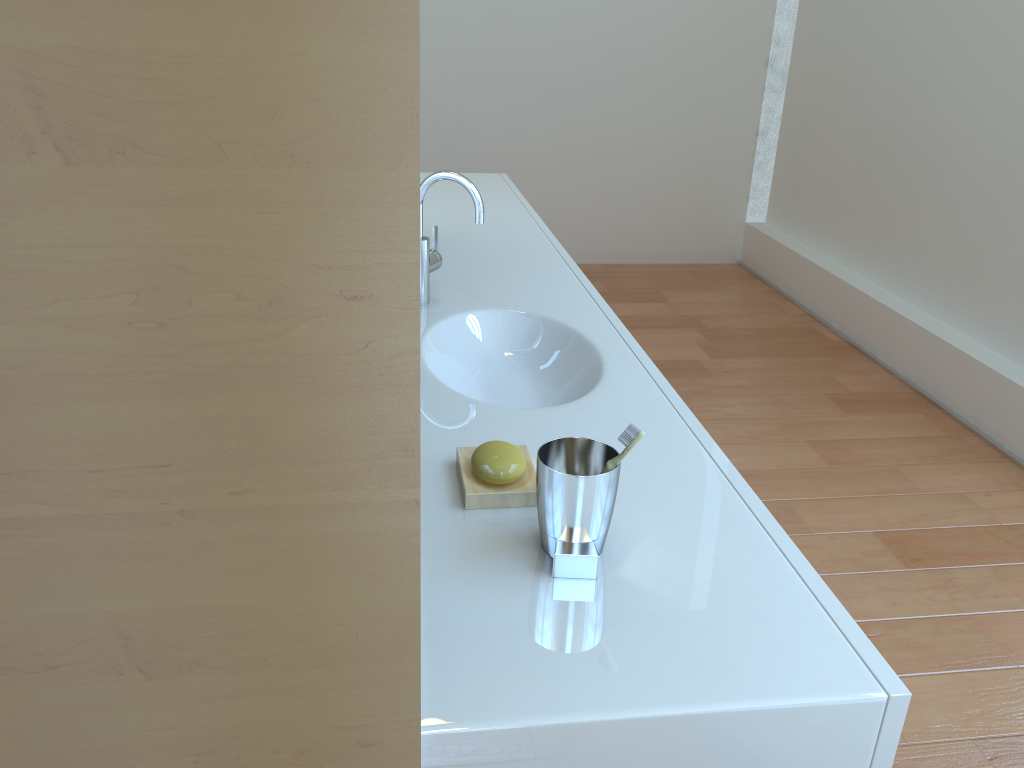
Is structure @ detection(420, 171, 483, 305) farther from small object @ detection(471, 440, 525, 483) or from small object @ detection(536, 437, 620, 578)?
small object @ detection(536, 437, 620, 578)

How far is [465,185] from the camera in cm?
165

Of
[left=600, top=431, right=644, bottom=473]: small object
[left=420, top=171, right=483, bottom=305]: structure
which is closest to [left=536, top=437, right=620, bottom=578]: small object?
[left=600, top=431, right=644, bottom=473]: small object

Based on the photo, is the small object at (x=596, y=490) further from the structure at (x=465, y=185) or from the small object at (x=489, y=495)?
the structure at (x=465, y=185)

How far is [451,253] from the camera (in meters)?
2.15

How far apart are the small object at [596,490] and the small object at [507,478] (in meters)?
0.09

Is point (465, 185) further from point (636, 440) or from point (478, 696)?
point (478, 696)

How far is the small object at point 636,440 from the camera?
0.9 meters

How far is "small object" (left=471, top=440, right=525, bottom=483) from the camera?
1.1 meters

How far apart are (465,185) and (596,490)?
0.9m
